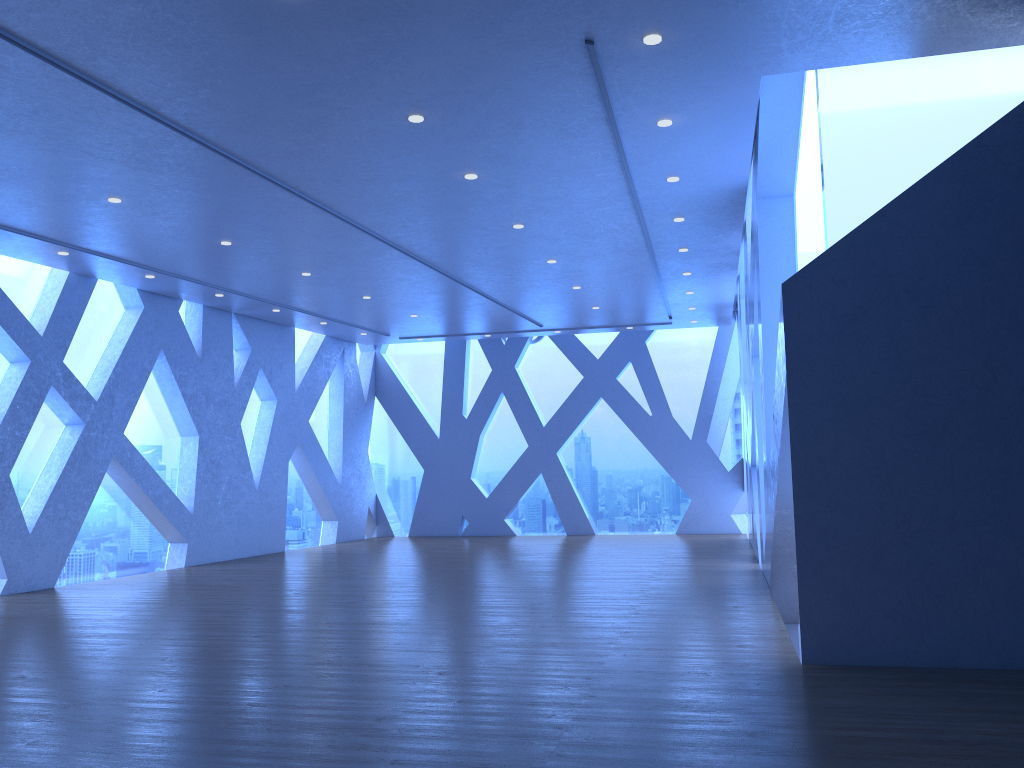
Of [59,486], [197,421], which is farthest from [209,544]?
[59,486]

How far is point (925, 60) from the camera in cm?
606

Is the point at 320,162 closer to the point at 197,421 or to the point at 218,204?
the point at 218,204

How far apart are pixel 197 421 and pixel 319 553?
2.96m
